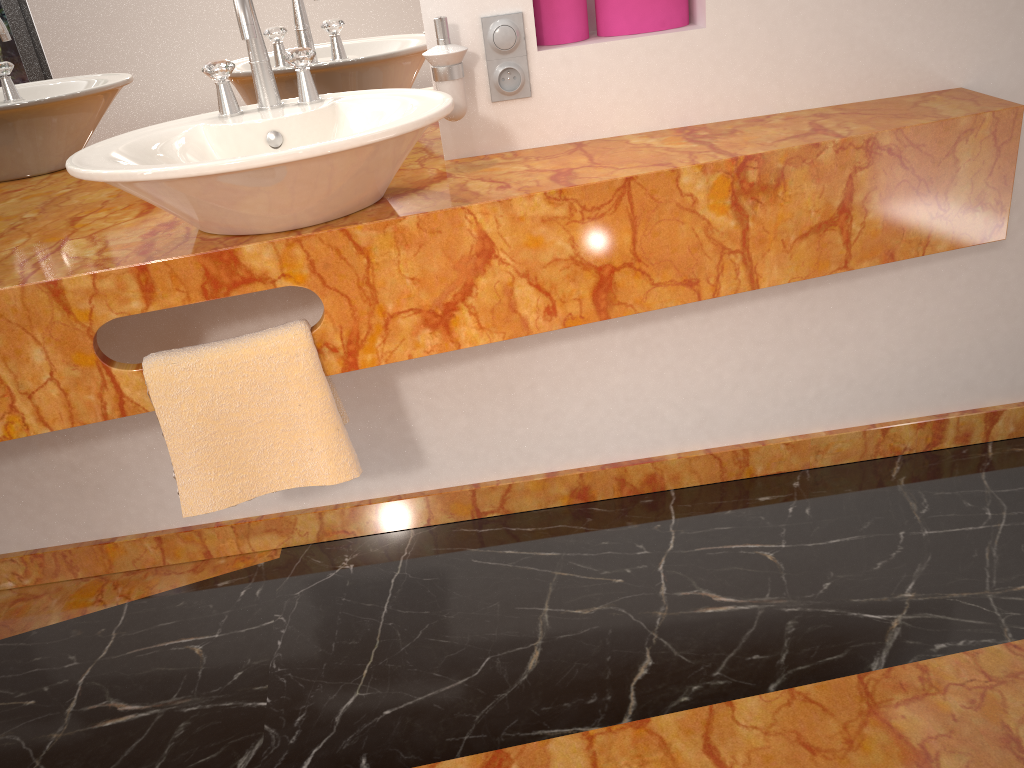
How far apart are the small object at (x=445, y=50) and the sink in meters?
0.1 m

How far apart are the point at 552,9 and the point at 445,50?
0.3m

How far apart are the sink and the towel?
0.2m

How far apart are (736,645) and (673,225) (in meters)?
0.74

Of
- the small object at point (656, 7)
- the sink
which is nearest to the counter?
the sink

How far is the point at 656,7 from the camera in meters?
1.6 m

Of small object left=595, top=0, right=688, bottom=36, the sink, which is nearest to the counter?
the sink

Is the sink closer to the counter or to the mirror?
the counter

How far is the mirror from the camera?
1.60m

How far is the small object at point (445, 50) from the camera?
1.5m
